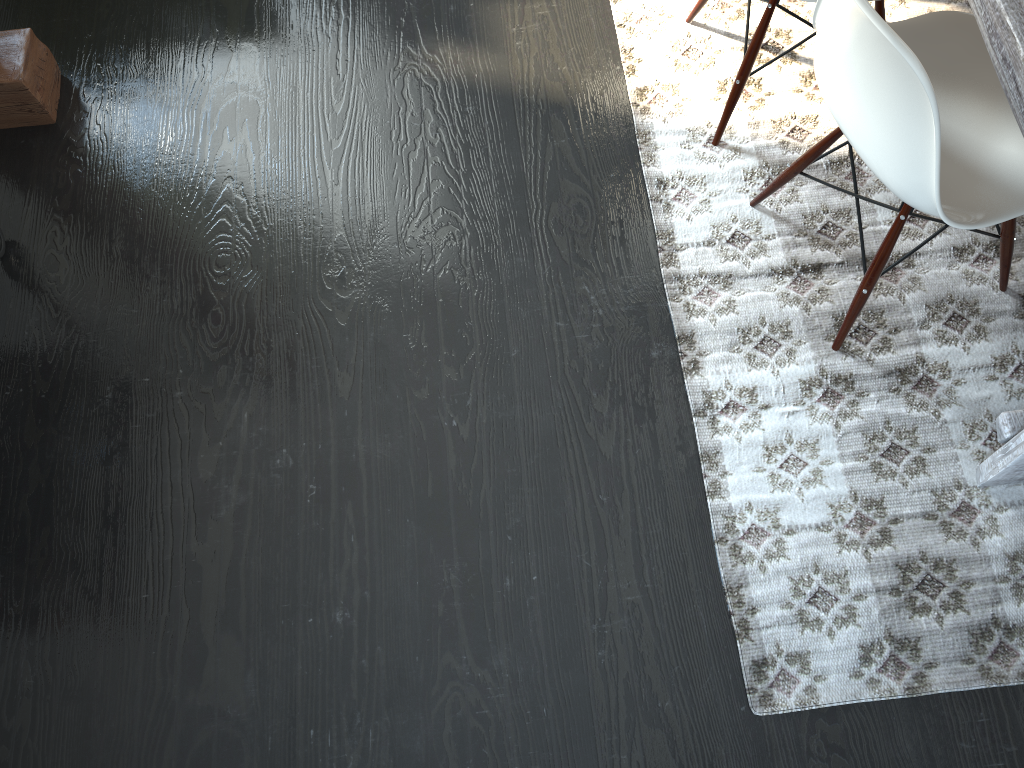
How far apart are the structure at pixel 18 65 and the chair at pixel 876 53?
1.7 meters

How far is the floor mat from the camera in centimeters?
161cm

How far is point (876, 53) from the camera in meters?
1.3

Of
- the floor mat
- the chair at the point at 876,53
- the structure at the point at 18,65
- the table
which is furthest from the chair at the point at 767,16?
the structure at the point at 18,65

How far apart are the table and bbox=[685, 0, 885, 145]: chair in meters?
0.6 m

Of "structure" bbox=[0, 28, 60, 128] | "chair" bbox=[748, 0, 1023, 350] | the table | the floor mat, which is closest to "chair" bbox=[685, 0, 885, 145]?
the floor mat

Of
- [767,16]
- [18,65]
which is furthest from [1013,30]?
[18,65]

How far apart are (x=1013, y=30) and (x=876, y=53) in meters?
0.2

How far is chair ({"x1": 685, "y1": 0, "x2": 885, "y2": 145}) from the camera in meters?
1.8 m

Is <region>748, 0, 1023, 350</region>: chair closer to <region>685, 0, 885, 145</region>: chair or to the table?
the table
